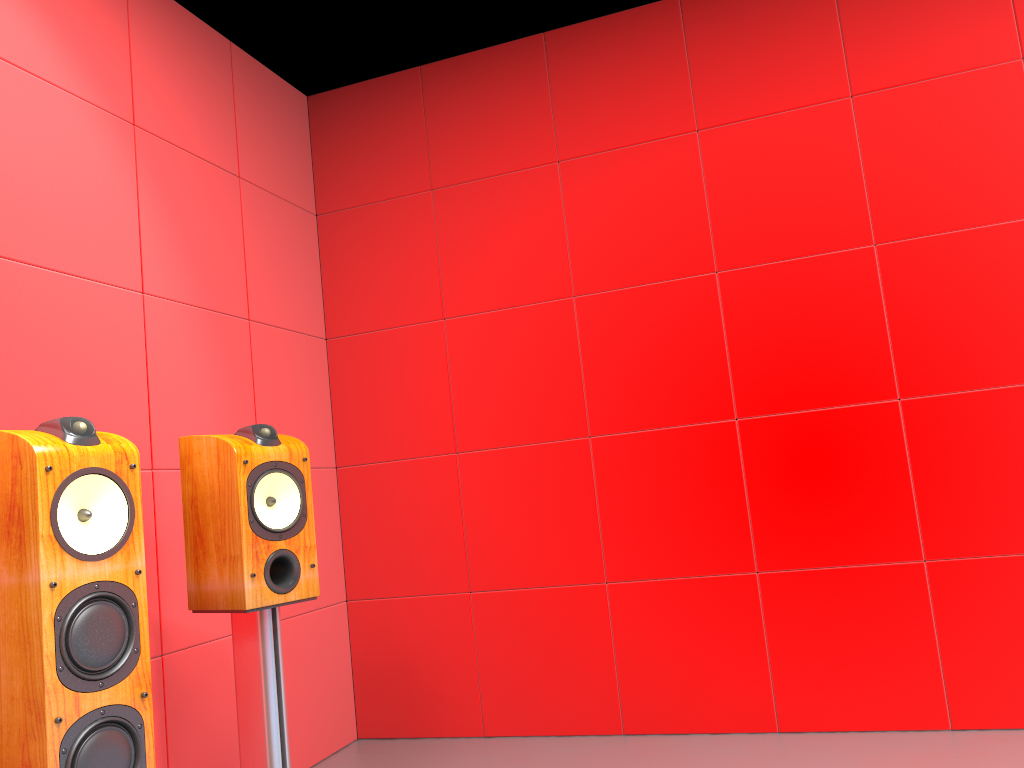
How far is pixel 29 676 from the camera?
1.4 meters

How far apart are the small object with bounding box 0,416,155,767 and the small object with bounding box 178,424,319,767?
0.3m

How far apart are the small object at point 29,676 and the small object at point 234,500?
0.3m

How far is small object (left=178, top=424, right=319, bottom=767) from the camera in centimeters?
197cm

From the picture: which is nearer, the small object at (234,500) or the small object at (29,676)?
the small object at (29,676)

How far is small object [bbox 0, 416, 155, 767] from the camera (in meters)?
1.44

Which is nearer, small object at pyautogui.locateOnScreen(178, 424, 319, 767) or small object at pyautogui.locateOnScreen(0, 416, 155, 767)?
small object at pyautogui.locateOnScreen(0, 416, 155, 767)

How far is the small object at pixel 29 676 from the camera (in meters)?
1.44

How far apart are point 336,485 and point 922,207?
2.25m
